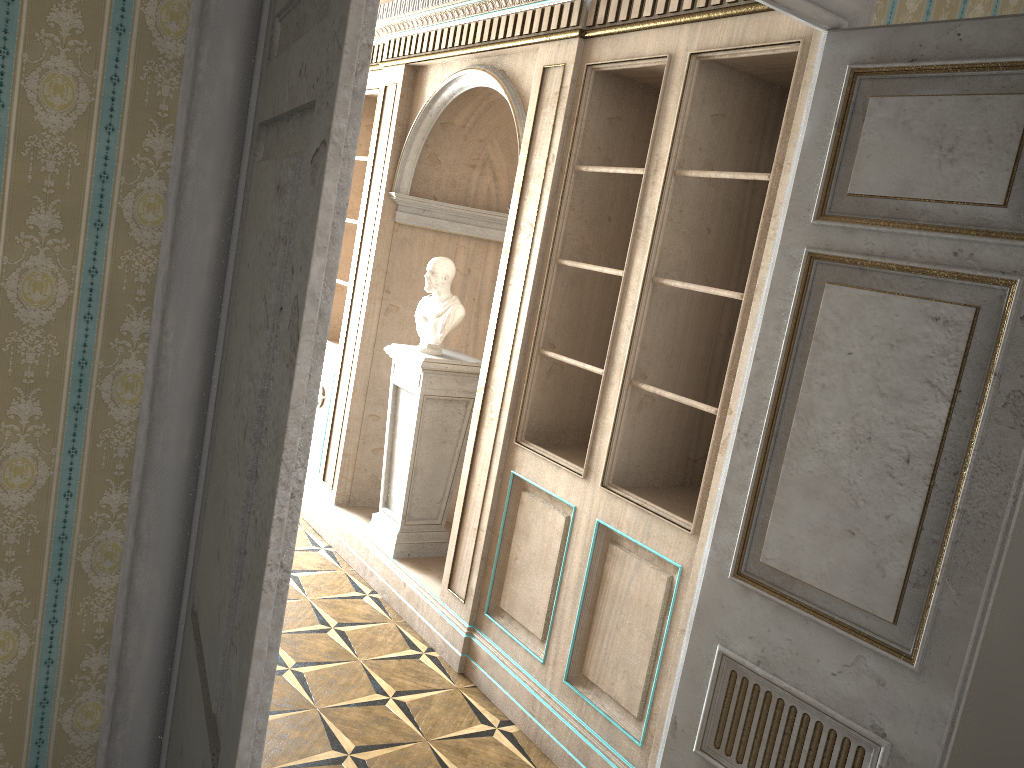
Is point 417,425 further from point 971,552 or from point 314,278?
point 314,278

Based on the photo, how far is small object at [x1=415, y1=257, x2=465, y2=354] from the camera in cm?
464

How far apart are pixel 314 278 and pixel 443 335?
3.7m

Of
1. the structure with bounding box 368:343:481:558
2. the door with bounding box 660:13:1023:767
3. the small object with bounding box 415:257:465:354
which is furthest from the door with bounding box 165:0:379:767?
the small object with bounding box 415:257:465:354

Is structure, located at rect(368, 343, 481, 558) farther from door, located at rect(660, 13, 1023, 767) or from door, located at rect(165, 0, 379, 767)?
door, located at rect(165, 0, 379, 767)

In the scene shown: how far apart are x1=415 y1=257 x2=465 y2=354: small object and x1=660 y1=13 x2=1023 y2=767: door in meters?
2.4

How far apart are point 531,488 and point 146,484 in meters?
2.4 m

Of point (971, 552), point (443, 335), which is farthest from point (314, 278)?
point (443, 335)

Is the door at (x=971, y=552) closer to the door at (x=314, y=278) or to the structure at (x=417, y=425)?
the door at (x=314, y=278)

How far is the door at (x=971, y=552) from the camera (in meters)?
1.96
